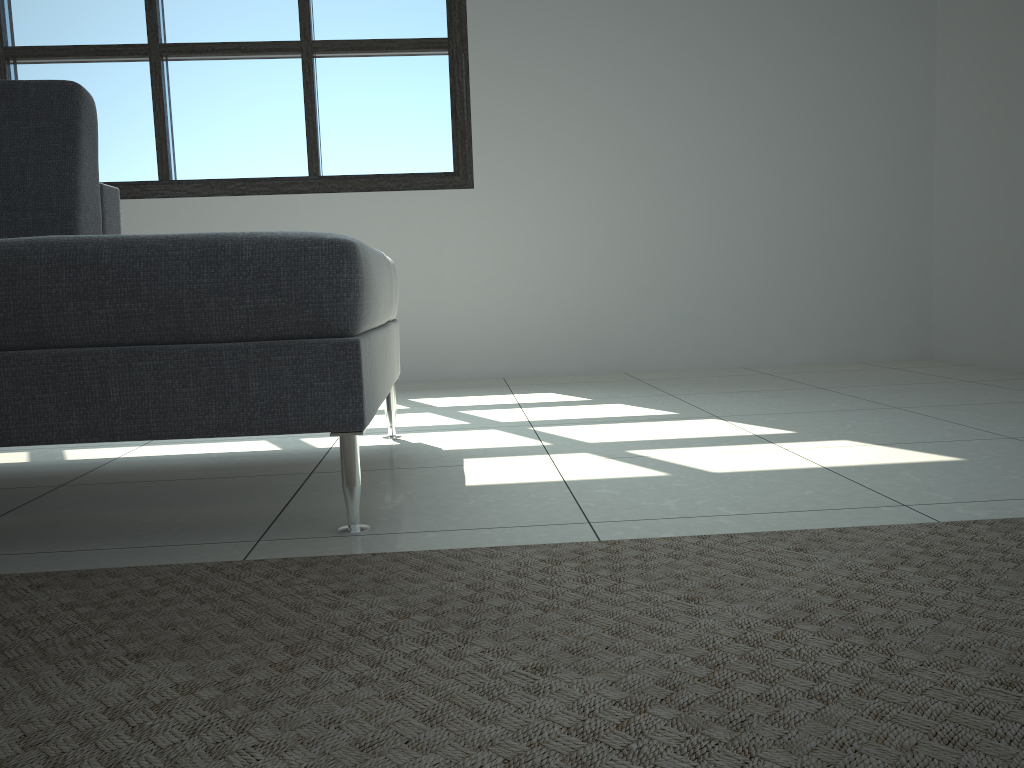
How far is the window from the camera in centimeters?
349cm

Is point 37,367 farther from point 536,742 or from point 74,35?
point 74,35

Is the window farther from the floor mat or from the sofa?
the floor mat

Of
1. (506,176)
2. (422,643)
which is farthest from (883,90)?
(422,643)

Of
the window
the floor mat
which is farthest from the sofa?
the window

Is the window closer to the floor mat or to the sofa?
the sofa

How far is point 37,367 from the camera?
1.3m

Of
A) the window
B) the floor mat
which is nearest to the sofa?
the floor mat

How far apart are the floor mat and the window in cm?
257

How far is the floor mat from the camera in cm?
71
